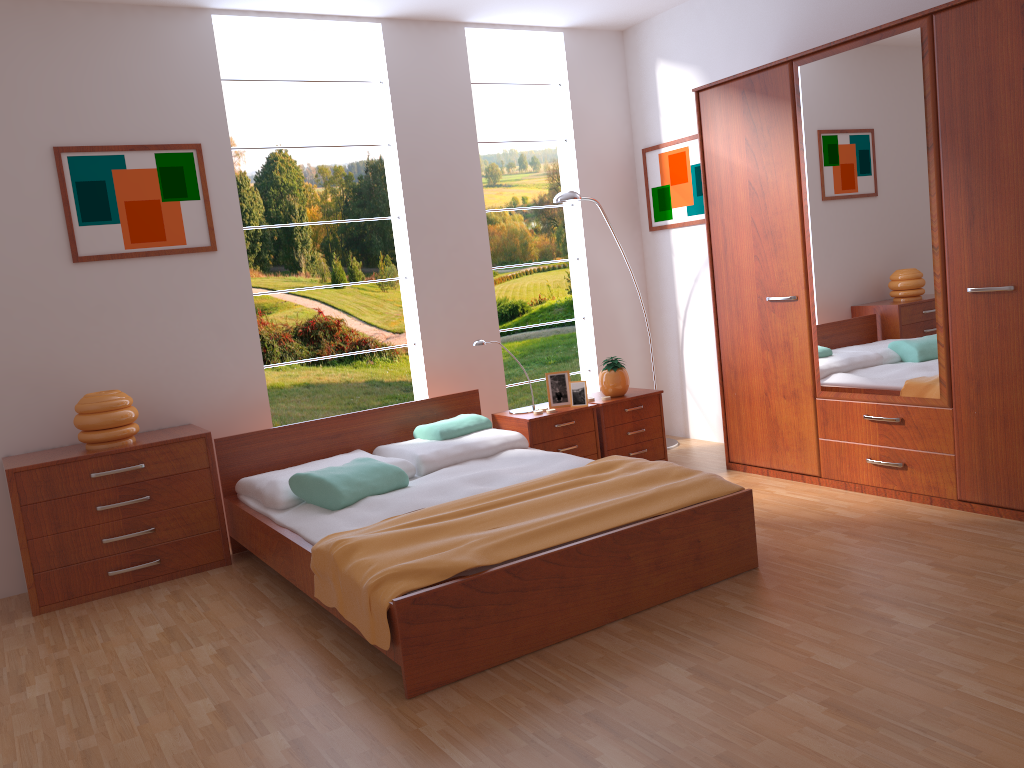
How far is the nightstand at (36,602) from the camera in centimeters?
364cm

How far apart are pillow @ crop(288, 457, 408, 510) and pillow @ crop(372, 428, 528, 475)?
0.2 meters

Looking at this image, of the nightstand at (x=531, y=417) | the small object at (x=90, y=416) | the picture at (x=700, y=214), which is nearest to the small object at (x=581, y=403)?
the nightstand at (x=531, y=417)

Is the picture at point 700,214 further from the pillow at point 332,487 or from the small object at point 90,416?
the small object at point 90,416

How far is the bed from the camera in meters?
2.6 m

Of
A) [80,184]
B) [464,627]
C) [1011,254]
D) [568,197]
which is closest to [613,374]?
[568,197]

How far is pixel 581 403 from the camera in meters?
4.7

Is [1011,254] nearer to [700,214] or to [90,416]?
[700,214]

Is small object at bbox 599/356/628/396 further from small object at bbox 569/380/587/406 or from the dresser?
the dresser

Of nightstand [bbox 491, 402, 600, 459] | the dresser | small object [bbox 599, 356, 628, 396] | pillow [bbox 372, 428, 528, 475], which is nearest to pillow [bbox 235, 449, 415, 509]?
pillow [bbox 372, 428, 528, 475]
